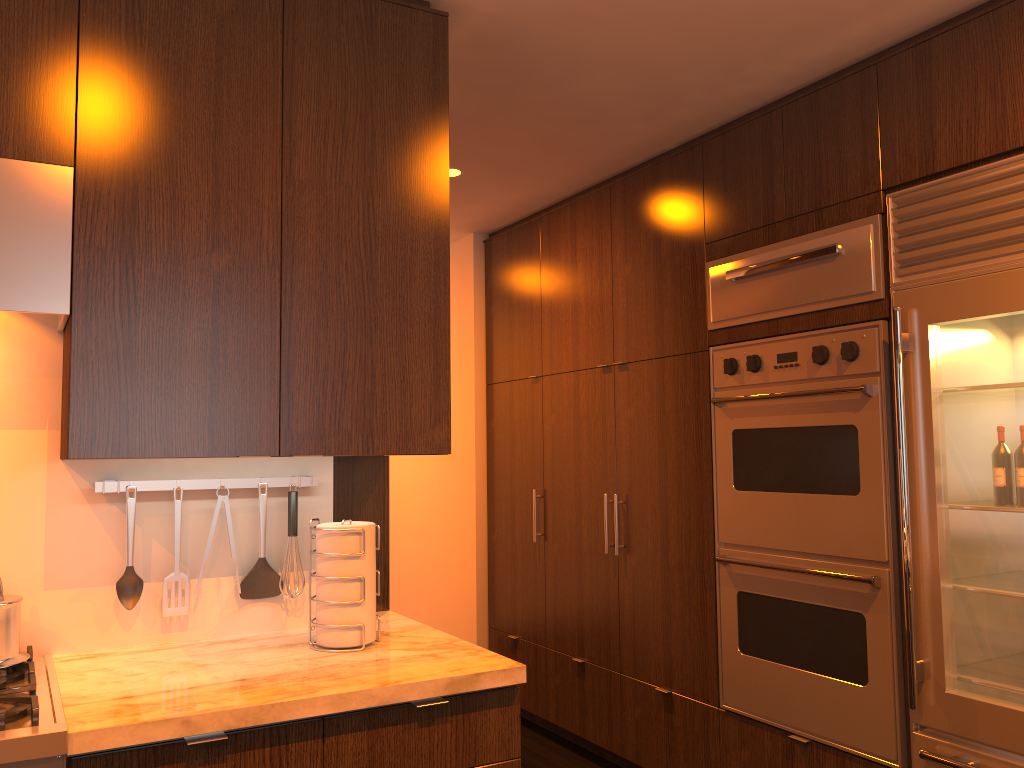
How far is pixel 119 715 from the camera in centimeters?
159cm

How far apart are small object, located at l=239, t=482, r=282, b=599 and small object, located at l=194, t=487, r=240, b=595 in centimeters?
9cm

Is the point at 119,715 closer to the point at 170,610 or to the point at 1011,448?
the point at 170,610

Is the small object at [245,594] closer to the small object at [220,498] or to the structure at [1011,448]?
the small object at [220,498]

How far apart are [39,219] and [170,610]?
1.0 meters

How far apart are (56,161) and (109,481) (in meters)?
0.75

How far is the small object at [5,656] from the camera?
1.8m

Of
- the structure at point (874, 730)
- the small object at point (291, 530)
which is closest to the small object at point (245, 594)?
the small object at point (291, 530)

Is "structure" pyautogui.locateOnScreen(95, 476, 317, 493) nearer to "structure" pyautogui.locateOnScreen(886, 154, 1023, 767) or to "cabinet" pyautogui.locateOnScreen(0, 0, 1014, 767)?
"cabinet" pyautogui.locateOnScreen(0, 0, 1014, 767)

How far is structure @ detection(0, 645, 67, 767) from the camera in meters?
1.5
